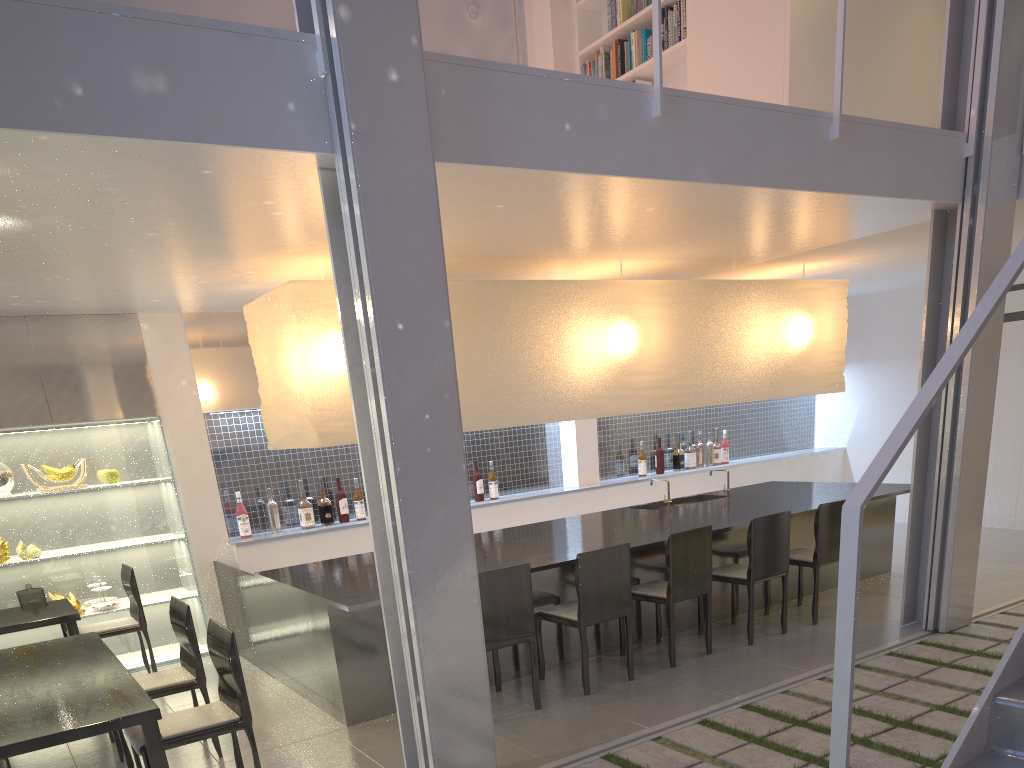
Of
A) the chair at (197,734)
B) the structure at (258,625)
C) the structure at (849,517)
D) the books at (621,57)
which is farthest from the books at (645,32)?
the chair at (197,734)

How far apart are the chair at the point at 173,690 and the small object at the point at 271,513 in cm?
120

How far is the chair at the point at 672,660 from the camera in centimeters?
246cm

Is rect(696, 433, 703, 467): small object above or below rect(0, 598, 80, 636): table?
above

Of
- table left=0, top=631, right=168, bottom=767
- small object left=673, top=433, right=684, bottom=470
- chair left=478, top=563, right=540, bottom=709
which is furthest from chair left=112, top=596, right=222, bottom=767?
small object left=673, top=433, right=684, bottom=470

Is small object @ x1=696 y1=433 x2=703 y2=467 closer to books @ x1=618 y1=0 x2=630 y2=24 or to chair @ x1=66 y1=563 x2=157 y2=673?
books @ x1=618 y1=0 x2=630 y2=24

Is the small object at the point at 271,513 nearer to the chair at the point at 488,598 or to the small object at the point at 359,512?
the small object at the point at 359,512

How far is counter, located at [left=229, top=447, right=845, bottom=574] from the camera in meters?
3.2

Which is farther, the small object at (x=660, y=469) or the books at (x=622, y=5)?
the small object at (x=660, y=469)

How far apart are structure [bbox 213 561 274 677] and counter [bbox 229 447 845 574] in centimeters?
7cm
